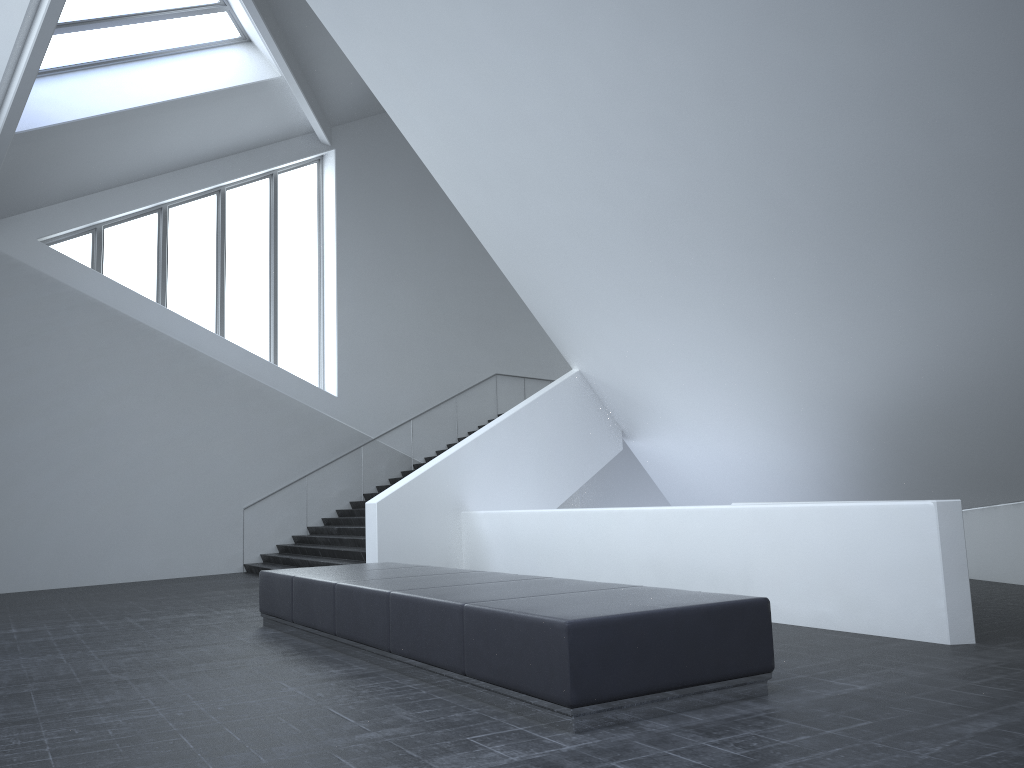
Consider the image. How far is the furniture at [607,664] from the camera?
4.66m

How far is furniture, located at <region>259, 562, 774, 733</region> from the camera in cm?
466

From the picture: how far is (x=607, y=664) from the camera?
4.7 meters
